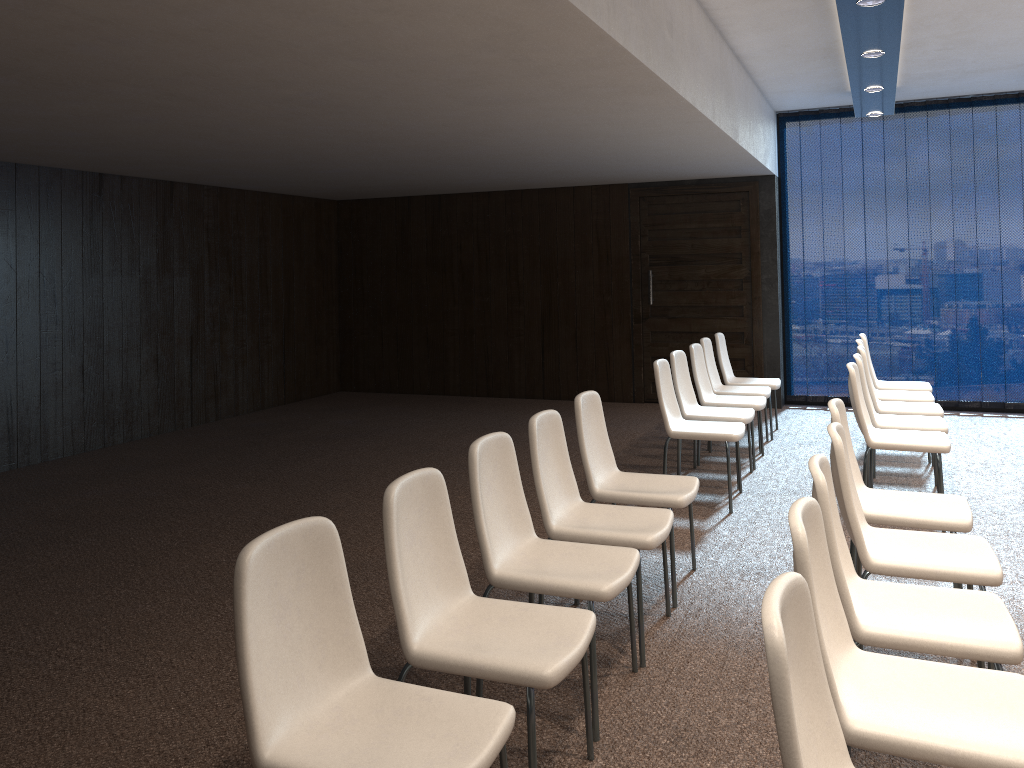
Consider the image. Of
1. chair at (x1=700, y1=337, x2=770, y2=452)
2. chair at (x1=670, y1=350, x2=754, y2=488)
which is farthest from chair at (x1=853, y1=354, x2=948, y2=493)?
chair at (x1=700, y1=337, x2=770, y2=452)

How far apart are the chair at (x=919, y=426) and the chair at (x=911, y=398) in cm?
90

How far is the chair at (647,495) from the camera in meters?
4.1 m

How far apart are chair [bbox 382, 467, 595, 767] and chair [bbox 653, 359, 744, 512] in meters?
2.9 m

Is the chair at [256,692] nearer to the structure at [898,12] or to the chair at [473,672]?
the chair at [473,672]

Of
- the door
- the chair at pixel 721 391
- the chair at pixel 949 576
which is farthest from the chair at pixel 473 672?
the door

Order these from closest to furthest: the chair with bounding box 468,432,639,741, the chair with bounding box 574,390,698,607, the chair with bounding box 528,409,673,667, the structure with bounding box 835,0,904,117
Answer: the chair with bounding box 468,432,639,741 < the chair with bounding box 528,409,673,667 < the chair with bounding box 574,390,698,607 < the structure with bounding box 835,0,904,117

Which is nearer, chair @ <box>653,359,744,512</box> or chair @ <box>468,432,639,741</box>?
chair @ <box>468,432,639,741</box>

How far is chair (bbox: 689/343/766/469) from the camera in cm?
668

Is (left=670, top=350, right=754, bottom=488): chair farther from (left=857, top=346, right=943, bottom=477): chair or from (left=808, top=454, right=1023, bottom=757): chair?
(left=808, top=454, right=1023, bottom=757): chair
